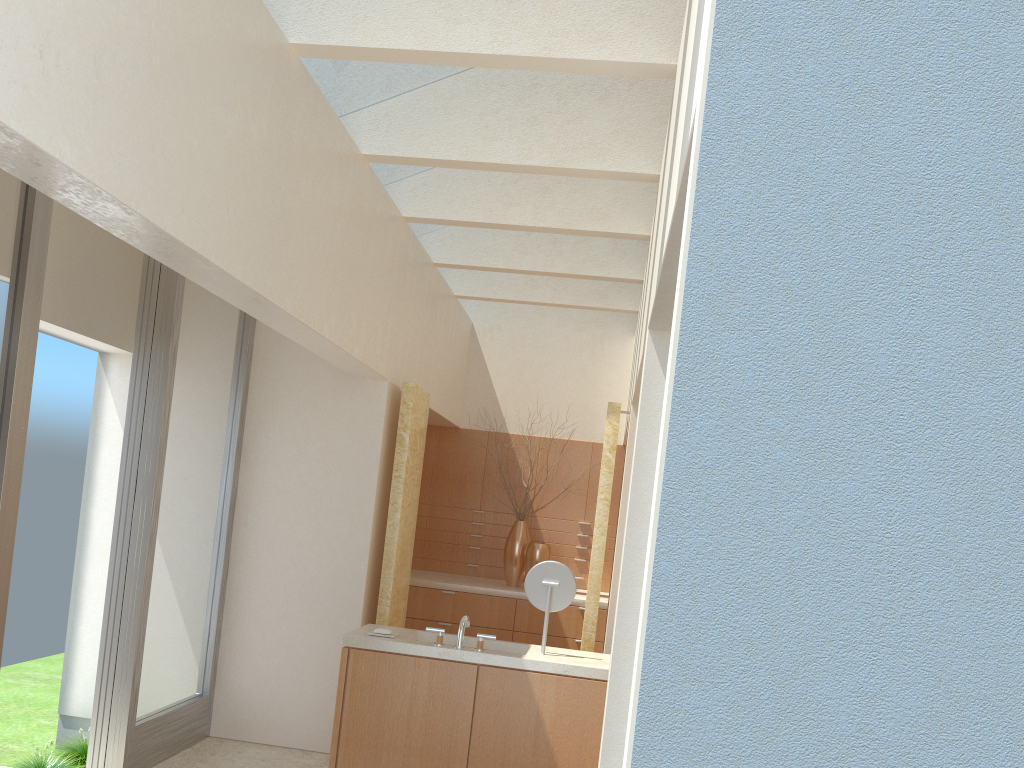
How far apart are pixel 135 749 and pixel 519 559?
8.48m

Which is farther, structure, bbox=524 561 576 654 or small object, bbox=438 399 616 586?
small object, bbox=438 399 616 586

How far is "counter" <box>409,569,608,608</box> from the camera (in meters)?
16.79

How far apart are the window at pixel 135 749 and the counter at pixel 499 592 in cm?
466

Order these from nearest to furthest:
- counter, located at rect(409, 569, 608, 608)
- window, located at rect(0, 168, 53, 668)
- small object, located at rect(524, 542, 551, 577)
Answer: window, located at rect(0, 168, 53, 668)
counter, located at rect(409, 569, 608, 608)
small object, located at rect(524, 542, 551, 577)

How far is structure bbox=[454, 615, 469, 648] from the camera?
10.2m

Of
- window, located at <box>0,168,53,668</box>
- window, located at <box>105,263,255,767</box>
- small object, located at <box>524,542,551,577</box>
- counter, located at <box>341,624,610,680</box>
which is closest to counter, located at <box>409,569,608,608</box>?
small object, located at <box>524,542,551,577</box>

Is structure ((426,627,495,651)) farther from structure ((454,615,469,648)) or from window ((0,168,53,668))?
window ((0,168,53,668))

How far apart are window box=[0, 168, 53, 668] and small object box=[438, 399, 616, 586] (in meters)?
10.71

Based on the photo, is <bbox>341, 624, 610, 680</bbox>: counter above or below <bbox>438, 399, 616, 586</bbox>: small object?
below
